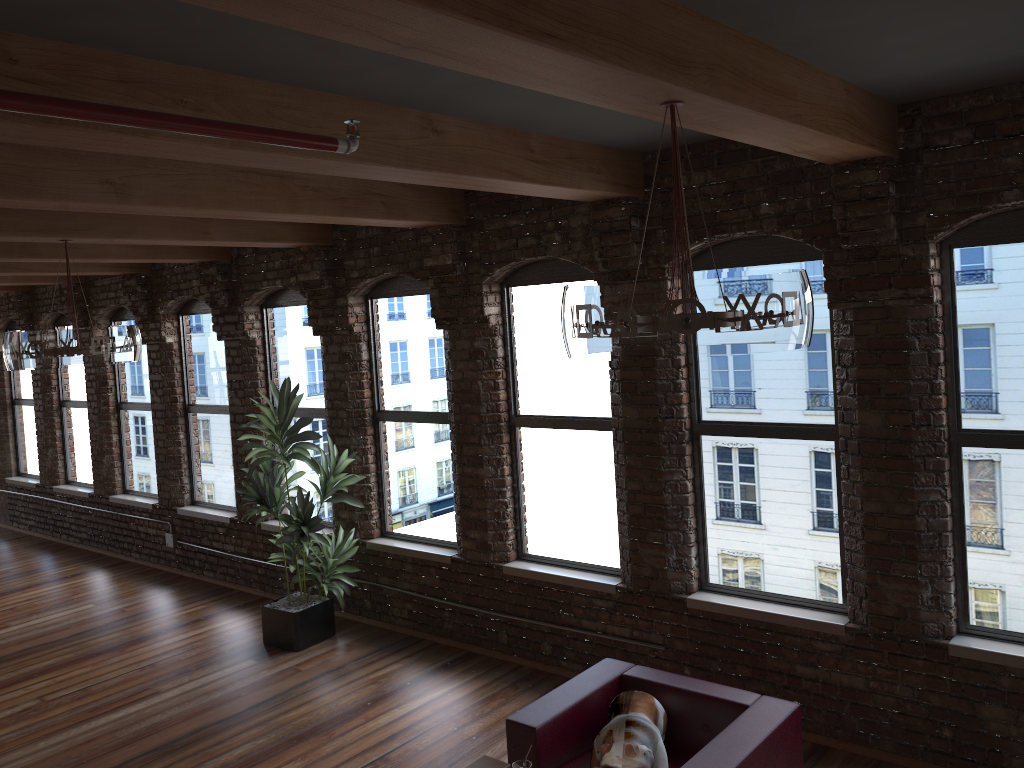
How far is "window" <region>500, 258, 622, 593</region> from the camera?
6.0m

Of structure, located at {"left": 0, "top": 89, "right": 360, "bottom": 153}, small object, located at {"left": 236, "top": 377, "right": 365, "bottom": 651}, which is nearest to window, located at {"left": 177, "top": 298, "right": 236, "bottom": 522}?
small object, located at {"left": 236, "top": 377, "right": 365, "bottom": 651}

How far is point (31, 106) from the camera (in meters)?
2.05

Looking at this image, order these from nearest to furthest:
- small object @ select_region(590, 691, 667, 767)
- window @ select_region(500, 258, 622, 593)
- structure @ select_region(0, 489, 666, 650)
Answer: small object @ select_region(590, 691, 667, 767), window @ select_region(500, 258, 622, 593), structure @ select_region(0, 489, 666, 650)

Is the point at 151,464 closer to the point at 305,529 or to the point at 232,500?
the point at 232,500

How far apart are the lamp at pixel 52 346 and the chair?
3.32m

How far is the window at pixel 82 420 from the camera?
10.8 meters

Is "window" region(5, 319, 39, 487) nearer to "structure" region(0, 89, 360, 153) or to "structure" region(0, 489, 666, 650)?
"structure" region(0, 489, 666, 650)

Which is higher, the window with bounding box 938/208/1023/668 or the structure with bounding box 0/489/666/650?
the window with bounding box 938/208/1023/668

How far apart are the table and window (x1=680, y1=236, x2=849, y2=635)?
1.96m
